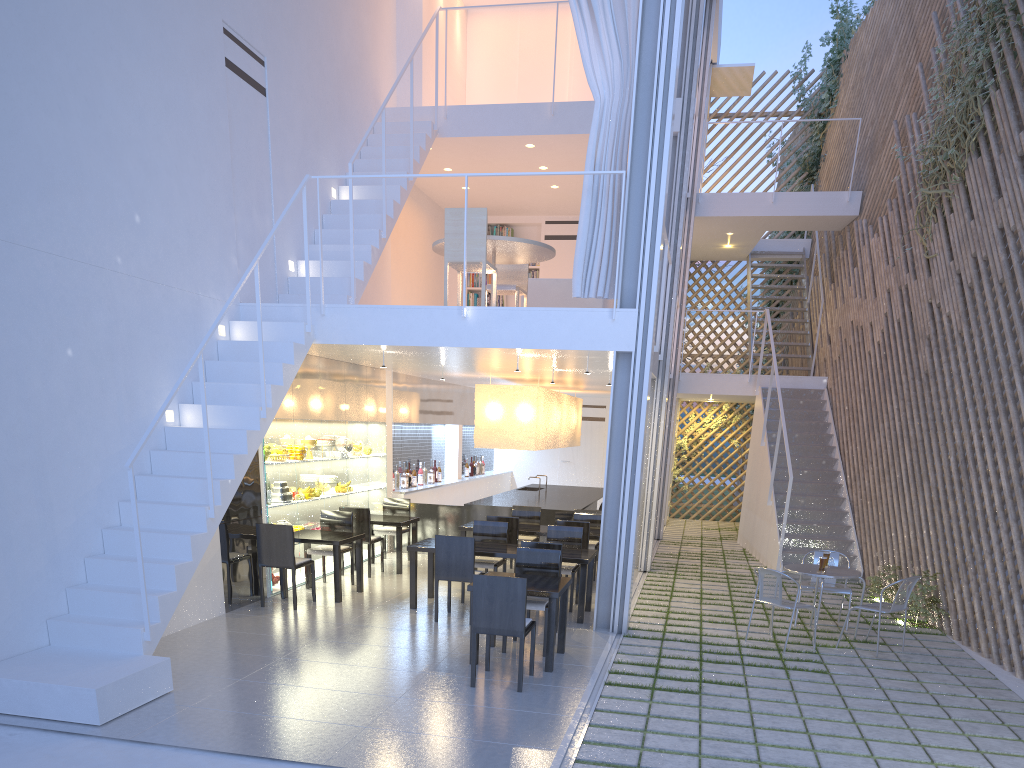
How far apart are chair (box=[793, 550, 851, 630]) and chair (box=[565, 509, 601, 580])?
1.4 meters

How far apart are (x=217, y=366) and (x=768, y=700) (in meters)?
2.71

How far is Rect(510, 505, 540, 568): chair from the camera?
5.46m

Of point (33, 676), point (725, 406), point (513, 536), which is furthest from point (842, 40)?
point (33, 676)

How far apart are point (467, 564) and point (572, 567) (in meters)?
0.69

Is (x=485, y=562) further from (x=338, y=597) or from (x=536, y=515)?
(x=536, y=515)

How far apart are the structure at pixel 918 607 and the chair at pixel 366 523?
3.0 meters

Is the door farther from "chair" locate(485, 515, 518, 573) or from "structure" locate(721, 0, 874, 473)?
"chair" locate(485, 515, 518, 573)

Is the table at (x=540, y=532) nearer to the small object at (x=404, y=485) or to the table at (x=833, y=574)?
the table at (x=833, y=574)

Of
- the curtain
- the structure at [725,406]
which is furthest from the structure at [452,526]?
the structure at [725,406]
